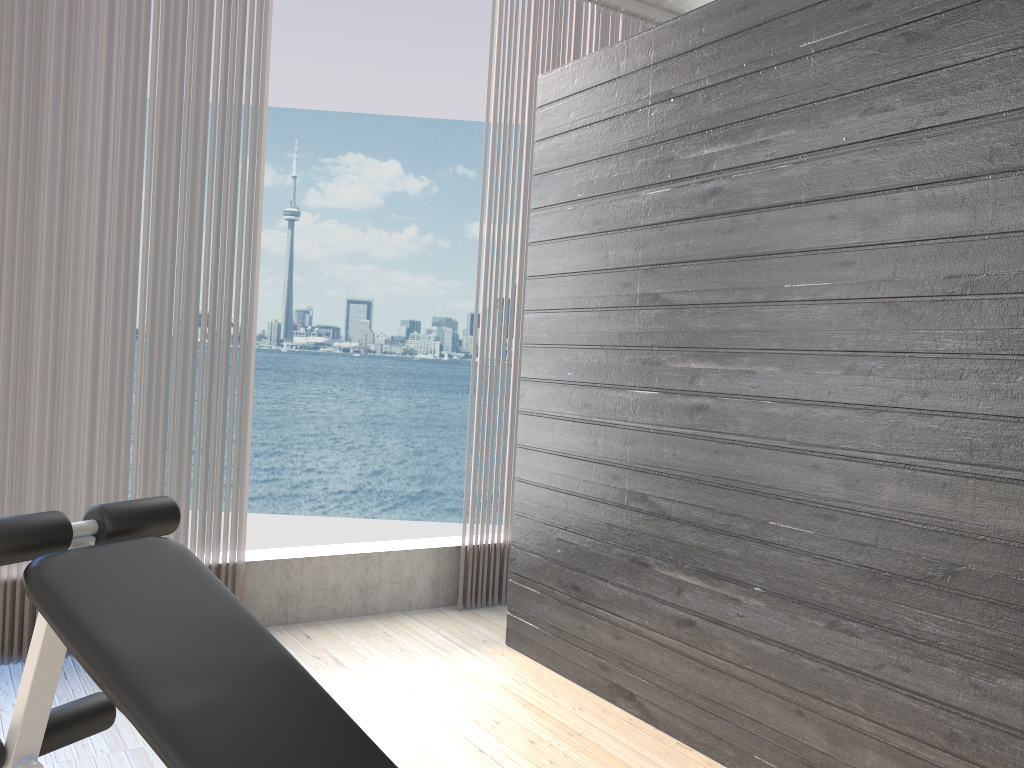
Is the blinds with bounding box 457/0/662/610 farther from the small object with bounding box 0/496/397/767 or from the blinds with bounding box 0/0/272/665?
the small object with bounding box 0/496/397/767

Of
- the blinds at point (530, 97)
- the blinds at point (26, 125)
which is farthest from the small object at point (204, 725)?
the blinds at point (530, 97)

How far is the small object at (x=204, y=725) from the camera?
1.4 meters

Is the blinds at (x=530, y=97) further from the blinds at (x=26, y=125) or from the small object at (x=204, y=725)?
the small object at (x=204, y=725)

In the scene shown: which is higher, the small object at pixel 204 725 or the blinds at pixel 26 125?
the blinds at pixel 26 125

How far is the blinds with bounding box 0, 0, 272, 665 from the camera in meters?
2.8

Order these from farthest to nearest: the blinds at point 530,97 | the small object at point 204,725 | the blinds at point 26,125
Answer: the blinds at point 530,97, the blinds at point 26,125, the small object at point 204,725

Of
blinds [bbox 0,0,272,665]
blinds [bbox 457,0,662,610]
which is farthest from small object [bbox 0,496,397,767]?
blinds [bbox 457,0,662,610]

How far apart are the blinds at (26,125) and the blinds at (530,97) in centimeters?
103cm

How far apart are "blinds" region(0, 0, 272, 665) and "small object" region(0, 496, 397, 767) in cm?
118
